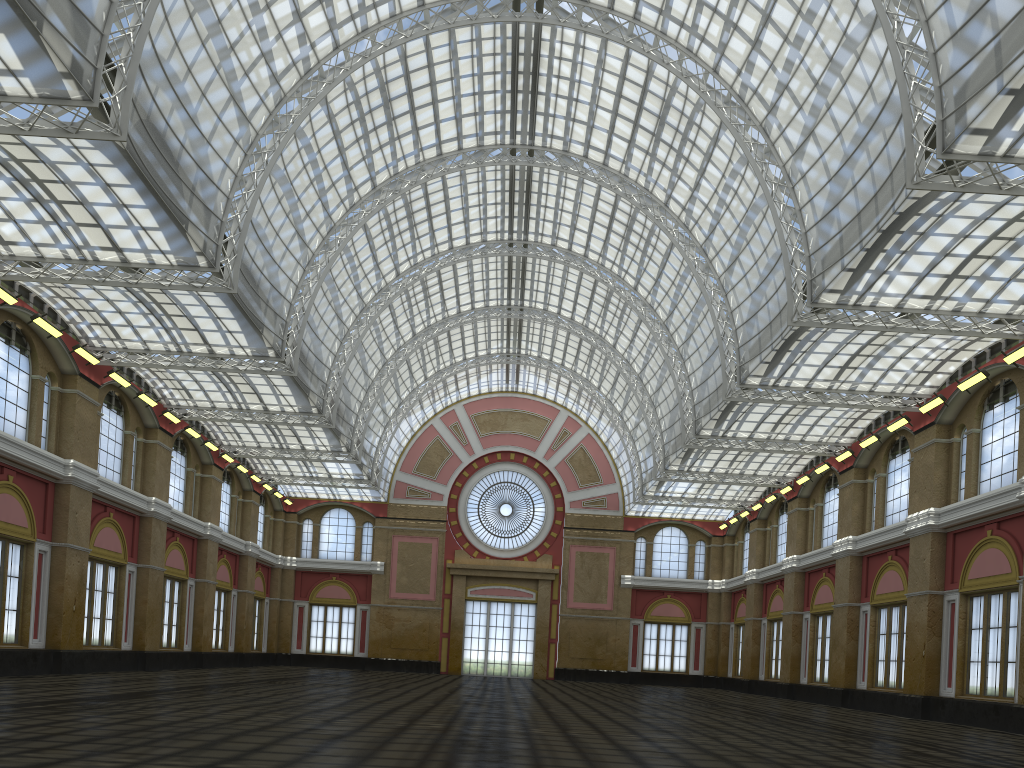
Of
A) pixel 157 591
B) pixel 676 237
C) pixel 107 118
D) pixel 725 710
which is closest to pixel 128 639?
pixel 157 591
